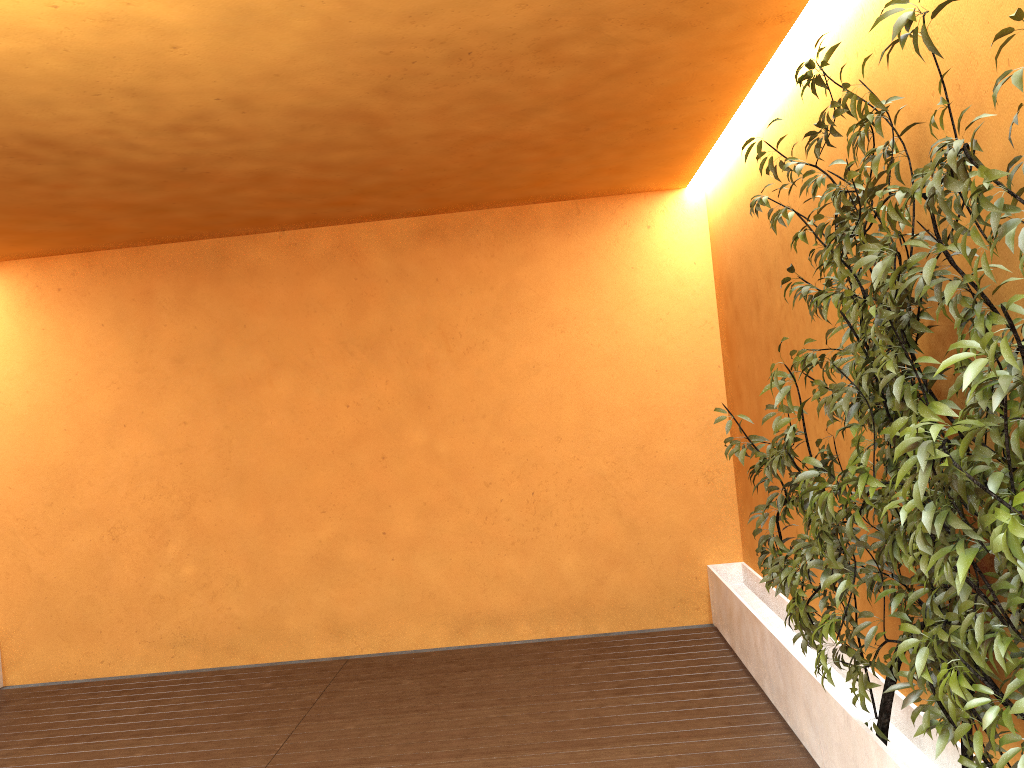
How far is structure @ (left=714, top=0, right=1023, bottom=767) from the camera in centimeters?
174cm

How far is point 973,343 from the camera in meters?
1.7

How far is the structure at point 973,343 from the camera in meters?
1.7 m
